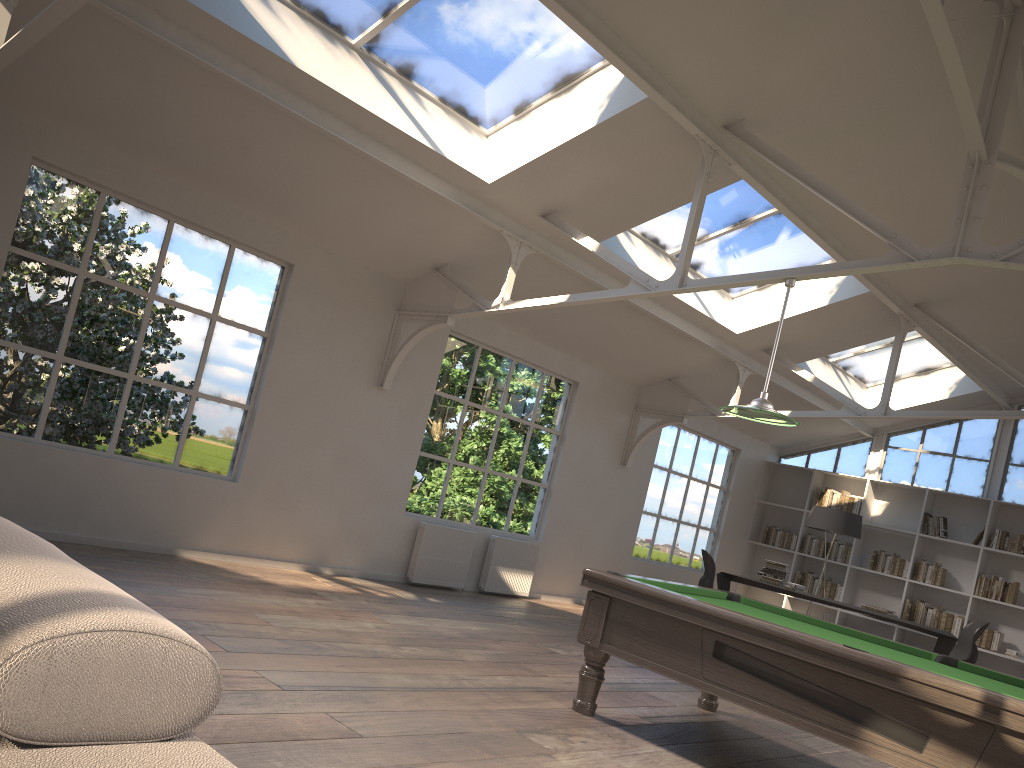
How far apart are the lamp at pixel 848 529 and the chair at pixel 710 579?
1.57m

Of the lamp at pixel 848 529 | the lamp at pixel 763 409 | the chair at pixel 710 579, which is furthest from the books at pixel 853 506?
the lamp at pixel 763 409

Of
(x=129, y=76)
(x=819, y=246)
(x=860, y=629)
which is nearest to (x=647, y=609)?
(x=129, y=76)

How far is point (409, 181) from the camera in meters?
6.0 m

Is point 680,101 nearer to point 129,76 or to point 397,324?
point 397,324

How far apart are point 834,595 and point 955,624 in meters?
1.5 m

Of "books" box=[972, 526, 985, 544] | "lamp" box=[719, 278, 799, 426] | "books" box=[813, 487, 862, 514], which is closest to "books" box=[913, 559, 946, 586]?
"books" box=[972, 526, 985, 544]

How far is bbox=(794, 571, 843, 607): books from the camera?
11.6m

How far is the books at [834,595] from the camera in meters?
11.6 m

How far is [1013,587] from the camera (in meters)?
10.31
